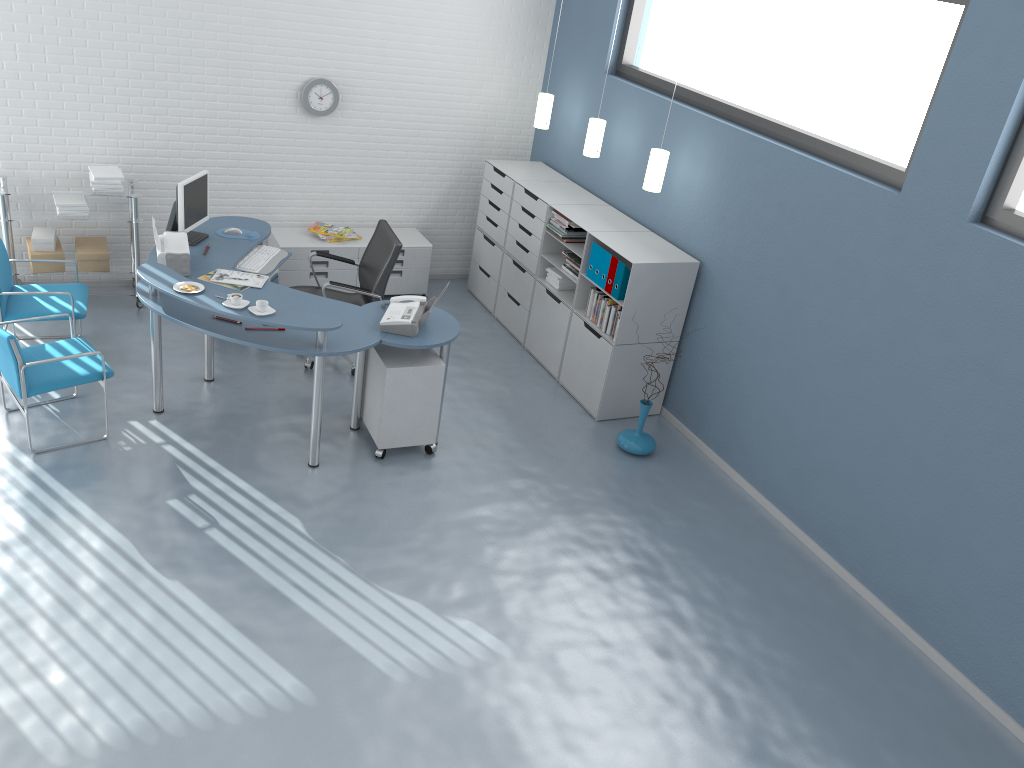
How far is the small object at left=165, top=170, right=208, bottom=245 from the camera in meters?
5.5 m

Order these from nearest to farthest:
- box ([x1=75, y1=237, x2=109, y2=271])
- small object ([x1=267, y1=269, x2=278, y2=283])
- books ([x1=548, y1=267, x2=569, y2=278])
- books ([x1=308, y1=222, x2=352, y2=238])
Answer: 1. box ([x1=75, y1=237, x2=109, y2=271])
2. small object ([x1=267, y1=269, x2=278, y2=283])
3. books ([x1=548, y1=267, x2=569, y2=278])
4. books ([x1=308, y1=222, x2=352, y2=238])

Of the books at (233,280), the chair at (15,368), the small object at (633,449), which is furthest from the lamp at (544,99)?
the chair at (15,368)

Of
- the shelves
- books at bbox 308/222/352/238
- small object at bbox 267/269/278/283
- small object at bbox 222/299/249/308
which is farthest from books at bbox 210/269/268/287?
books at bbox 308/222/352/238

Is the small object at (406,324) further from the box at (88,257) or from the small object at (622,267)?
the box at (88,257)

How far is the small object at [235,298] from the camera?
4.6 meters

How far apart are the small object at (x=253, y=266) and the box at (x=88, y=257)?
1.16m

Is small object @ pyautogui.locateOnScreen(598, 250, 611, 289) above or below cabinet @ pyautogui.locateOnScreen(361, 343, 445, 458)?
above

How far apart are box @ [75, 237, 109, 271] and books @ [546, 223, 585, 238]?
3.12m

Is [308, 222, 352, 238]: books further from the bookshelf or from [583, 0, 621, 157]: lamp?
[583, 0, 621, 157]: lamp
